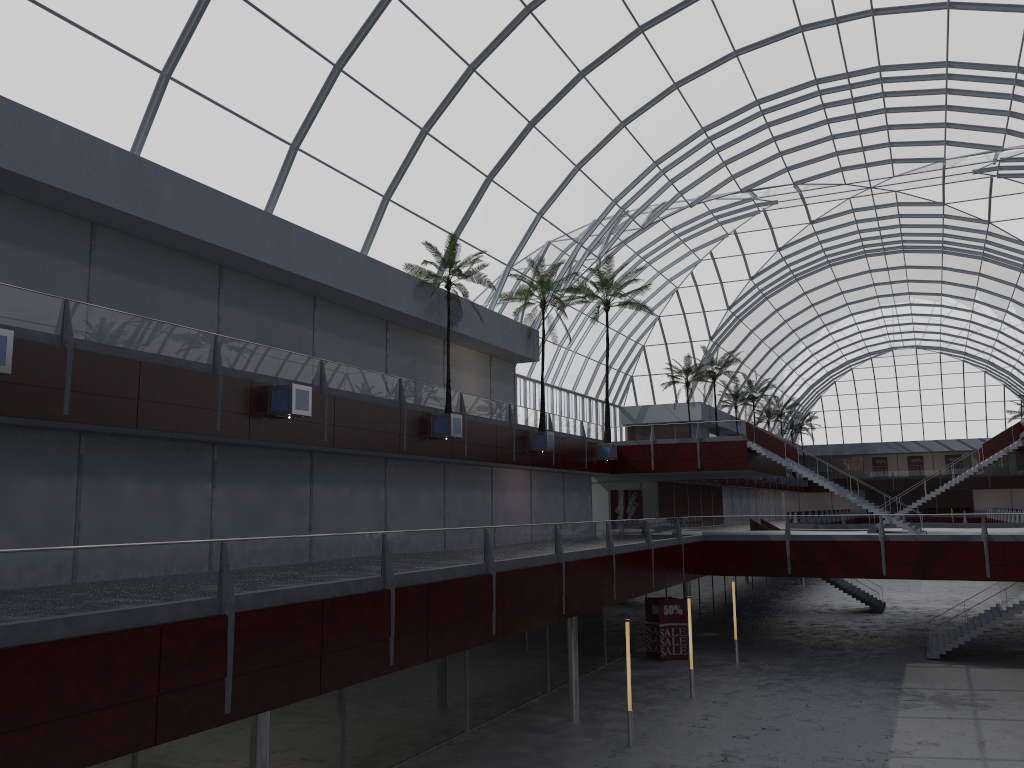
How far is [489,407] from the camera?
44.3m
